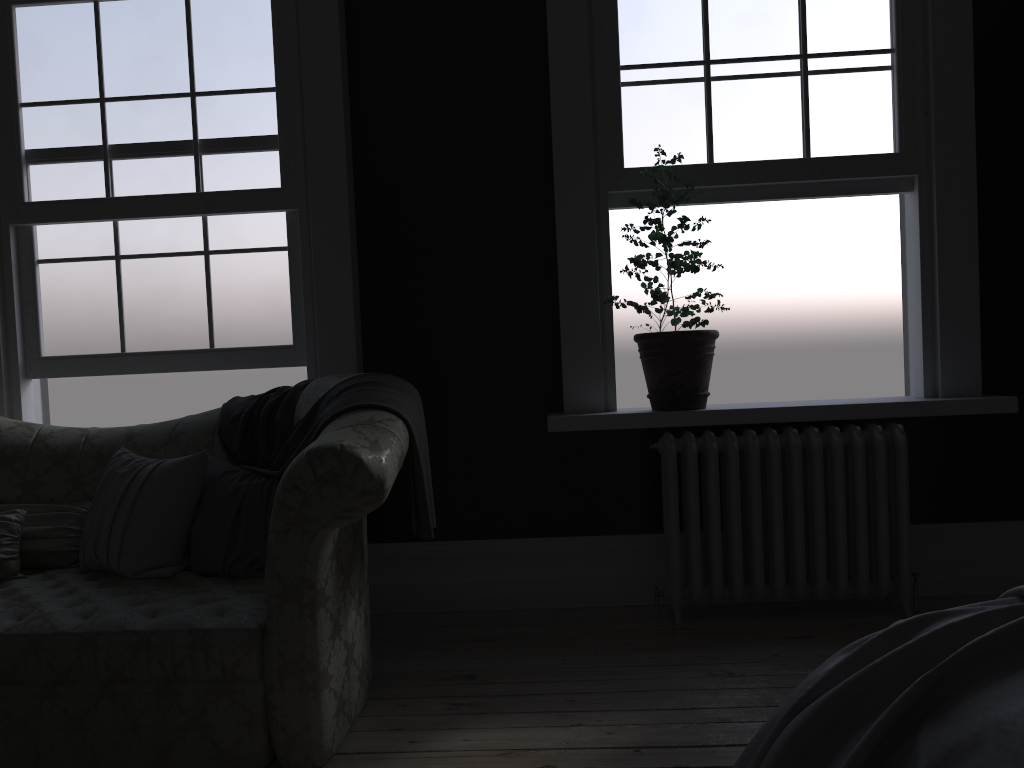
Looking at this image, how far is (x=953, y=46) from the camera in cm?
387

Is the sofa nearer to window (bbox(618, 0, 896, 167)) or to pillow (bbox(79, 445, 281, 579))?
pillow (bbox(79, 445, 281, 579))

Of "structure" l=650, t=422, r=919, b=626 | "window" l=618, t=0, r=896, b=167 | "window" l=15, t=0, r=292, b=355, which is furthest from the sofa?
"window" l=618, t=0, r=896, b=167

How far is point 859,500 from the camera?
3.70m

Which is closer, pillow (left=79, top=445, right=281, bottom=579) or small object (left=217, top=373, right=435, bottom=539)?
small object (left=217, top=373, right=435, bottom=539)

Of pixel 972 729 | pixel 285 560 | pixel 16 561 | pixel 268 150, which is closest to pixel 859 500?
pixel 285 560

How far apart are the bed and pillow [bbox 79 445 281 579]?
1.81m

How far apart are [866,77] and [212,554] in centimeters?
339cm

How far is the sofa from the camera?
2.5 meters

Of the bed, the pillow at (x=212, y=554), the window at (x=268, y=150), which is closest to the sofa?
the pillow at (x=212, y=554)
